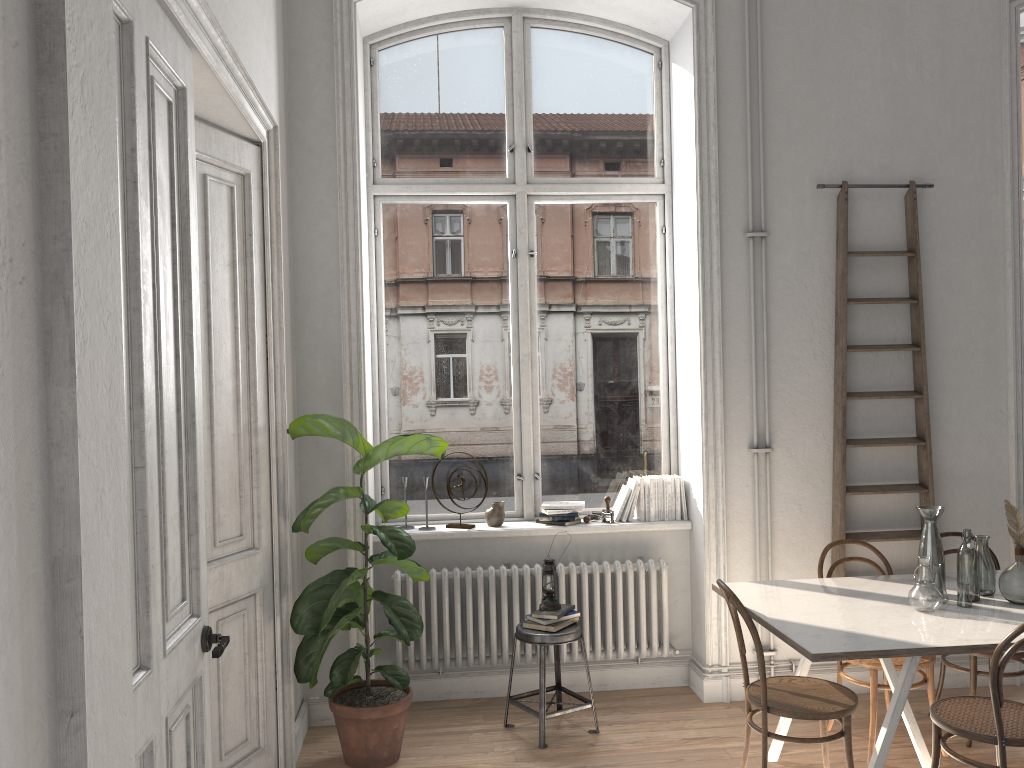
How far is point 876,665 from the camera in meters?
4.0 m

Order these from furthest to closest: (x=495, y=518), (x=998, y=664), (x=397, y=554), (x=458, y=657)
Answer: (x=495, y=518), (x=458, y=657), (x=397, y=554), (x=998, y=664)

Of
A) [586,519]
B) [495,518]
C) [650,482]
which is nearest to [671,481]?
[650,482]

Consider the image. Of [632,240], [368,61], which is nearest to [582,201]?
[632,240]

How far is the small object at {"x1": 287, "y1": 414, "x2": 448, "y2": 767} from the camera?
3.9m

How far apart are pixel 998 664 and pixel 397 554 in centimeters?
236cm

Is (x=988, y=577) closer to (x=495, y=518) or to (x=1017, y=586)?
(x=1017, y=586)

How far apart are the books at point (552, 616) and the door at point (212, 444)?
1.29m

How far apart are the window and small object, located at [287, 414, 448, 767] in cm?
64

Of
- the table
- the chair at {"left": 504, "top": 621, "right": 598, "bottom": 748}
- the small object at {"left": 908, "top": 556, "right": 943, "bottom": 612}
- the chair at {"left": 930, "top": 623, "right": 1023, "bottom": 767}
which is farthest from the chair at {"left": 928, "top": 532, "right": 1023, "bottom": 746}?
the chair at {"left": 504, "top": 621, "right": 598, "bottom": 748}
